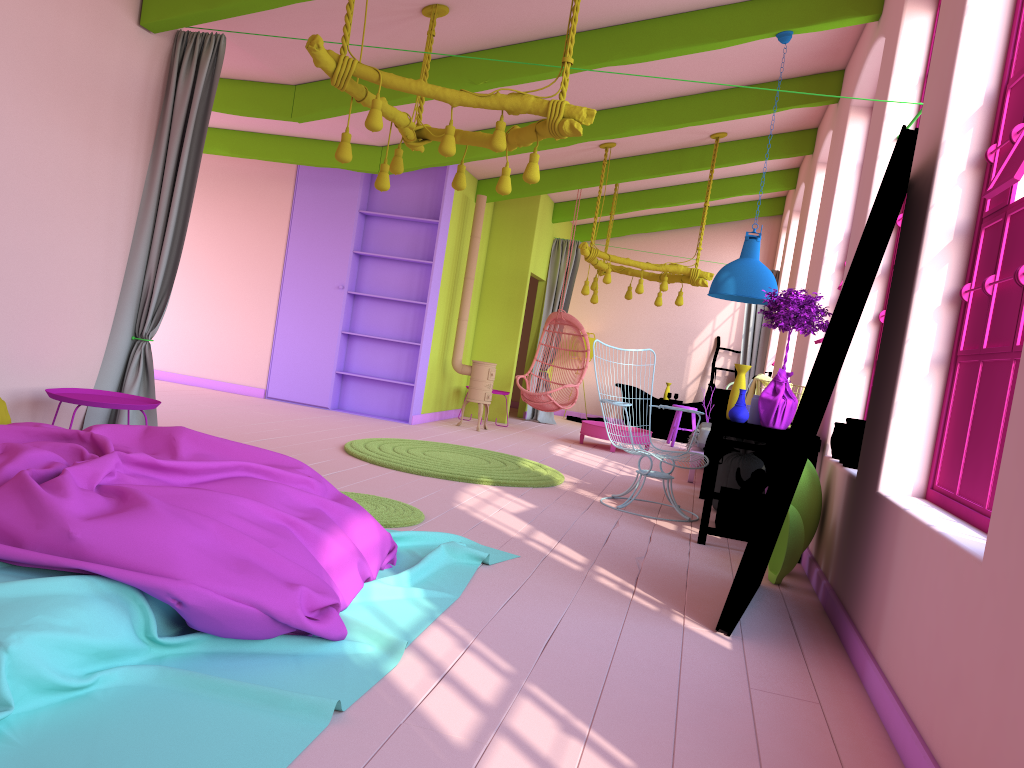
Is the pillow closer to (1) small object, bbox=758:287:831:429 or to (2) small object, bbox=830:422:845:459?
(1) small object, bbox=758:287:831:429

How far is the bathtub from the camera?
Answer: 13.6m

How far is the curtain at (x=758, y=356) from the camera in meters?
12.7 m

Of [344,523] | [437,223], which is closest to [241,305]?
[437,223]

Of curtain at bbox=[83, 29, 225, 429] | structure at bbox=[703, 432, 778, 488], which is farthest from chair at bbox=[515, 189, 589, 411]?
curtain at bbox=[83, 29, 225, 429]

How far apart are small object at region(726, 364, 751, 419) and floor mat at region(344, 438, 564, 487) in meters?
1.8

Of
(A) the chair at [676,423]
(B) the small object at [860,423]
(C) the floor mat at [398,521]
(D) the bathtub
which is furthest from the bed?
(D) the bathtub

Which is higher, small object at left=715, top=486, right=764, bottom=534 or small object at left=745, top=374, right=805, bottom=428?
small object at left=745, top=374, right=805, bottom=428

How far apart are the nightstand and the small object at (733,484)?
4.3m

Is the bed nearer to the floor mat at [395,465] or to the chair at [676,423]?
the floor mat at [395,465]
